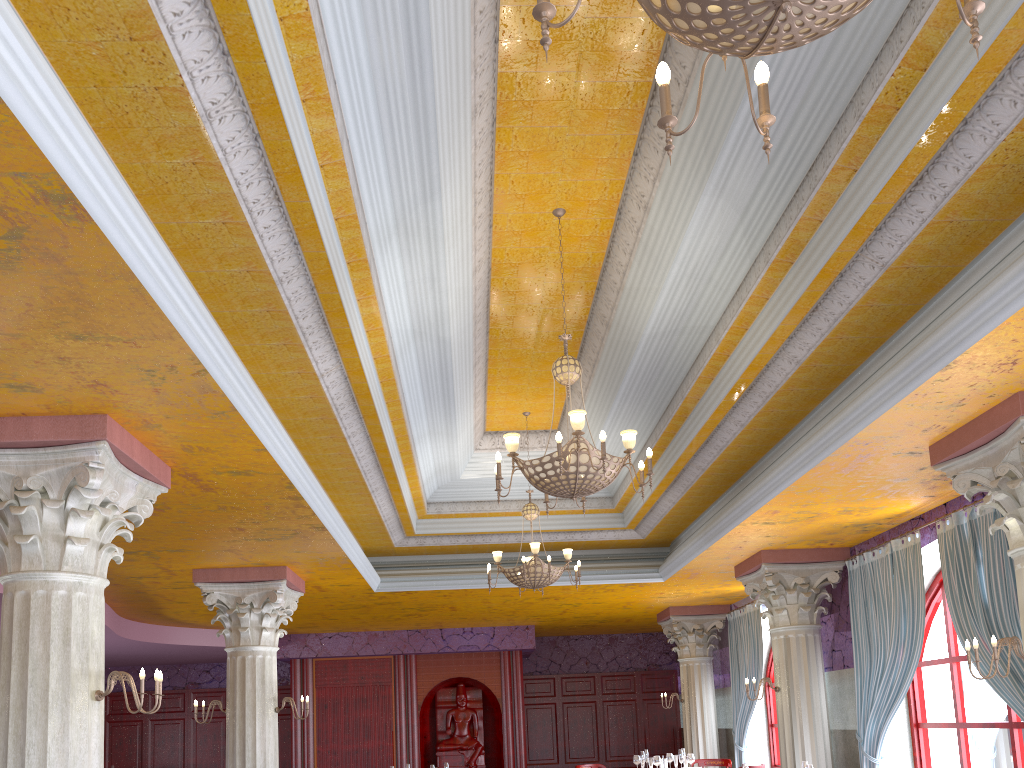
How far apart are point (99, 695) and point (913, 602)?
7.1 meters

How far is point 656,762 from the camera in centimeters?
1135cm

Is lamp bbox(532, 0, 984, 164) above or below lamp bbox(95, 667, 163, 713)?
above

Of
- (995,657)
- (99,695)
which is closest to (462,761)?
(99,695)

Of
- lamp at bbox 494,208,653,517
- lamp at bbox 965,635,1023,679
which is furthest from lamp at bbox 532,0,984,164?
lamp at bbox 965,635,1023,679

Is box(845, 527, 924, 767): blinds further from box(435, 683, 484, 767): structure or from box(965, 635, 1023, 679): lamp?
box(435, 683, 484, 767): structure

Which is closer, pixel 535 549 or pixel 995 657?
pixel 995 657

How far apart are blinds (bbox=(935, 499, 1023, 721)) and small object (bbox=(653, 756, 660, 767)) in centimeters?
516cm

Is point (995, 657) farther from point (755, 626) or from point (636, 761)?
point (755, 626)

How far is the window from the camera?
7.8m
